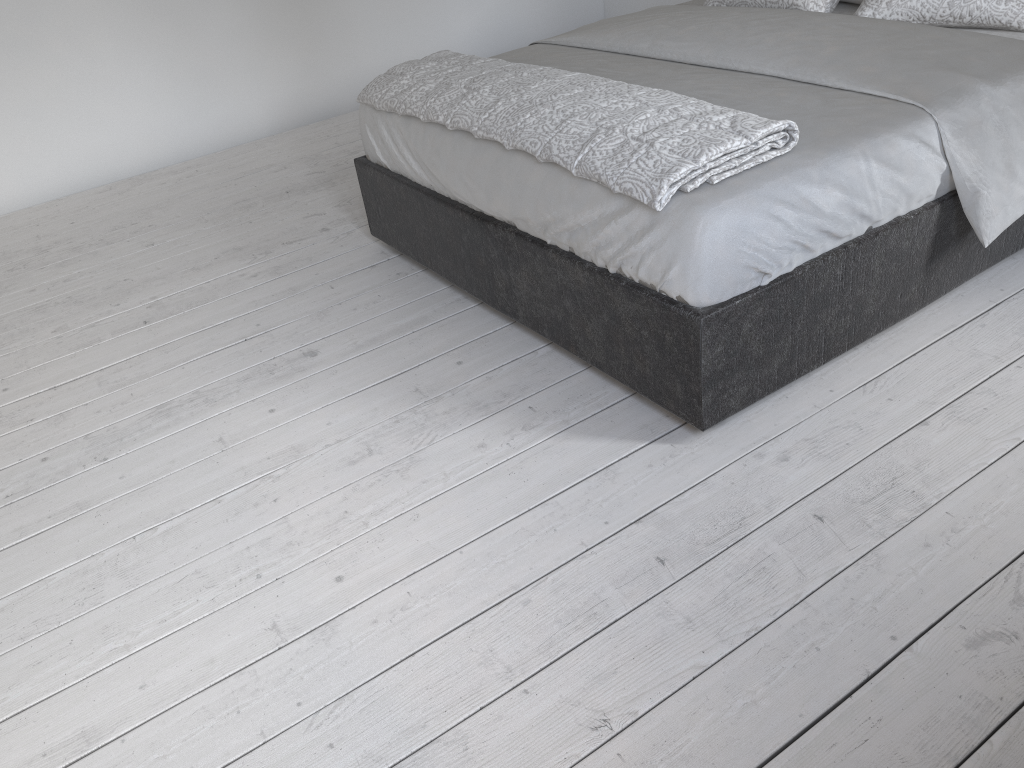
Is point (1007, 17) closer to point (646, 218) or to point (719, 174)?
point (719, 174)

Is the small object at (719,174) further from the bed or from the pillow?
the pillow

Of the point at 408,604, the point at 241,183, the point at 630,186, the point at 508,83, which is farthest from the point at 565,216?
the point at 241,183

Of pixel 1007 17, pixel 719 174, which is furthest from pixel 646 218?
pixel 1007 17

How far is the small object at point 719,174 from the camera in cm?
181

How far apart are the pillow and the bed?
0.02m

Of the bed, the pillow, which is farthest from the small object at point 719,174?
the pillow

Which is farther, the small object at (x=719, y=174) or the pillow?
the pillow

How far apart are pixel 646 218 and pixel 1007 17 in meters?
1.4

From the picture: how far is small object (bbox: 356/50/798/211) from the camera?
1.8m
